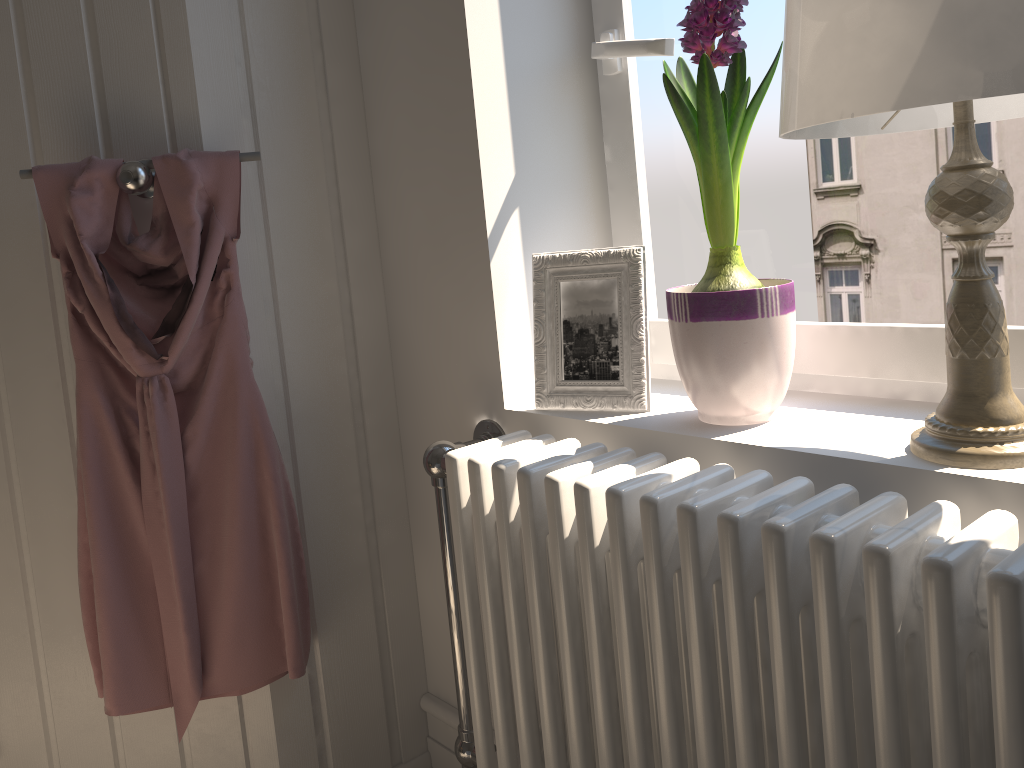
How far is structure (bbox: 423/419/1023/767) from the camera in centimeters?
70cm

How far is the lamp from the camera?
0.7 meters

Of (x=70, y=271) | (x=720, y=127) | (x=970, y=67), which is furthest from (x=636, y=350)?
(x=70, y=271)

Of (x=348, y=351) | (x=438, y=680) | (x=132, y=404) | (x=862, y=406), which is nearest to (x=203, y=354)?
(x=132, y=404)

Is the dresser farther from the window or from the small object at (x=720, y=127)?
the small object at (x=720, y=127)

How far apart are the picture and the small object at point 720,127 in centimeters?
5cm

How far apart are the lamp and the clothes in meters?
0.8 m

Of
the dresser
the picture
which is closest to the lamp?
the picture

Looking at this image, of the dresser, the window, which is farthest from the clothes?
the window

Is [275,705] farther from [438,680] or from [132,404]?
[132,404]
